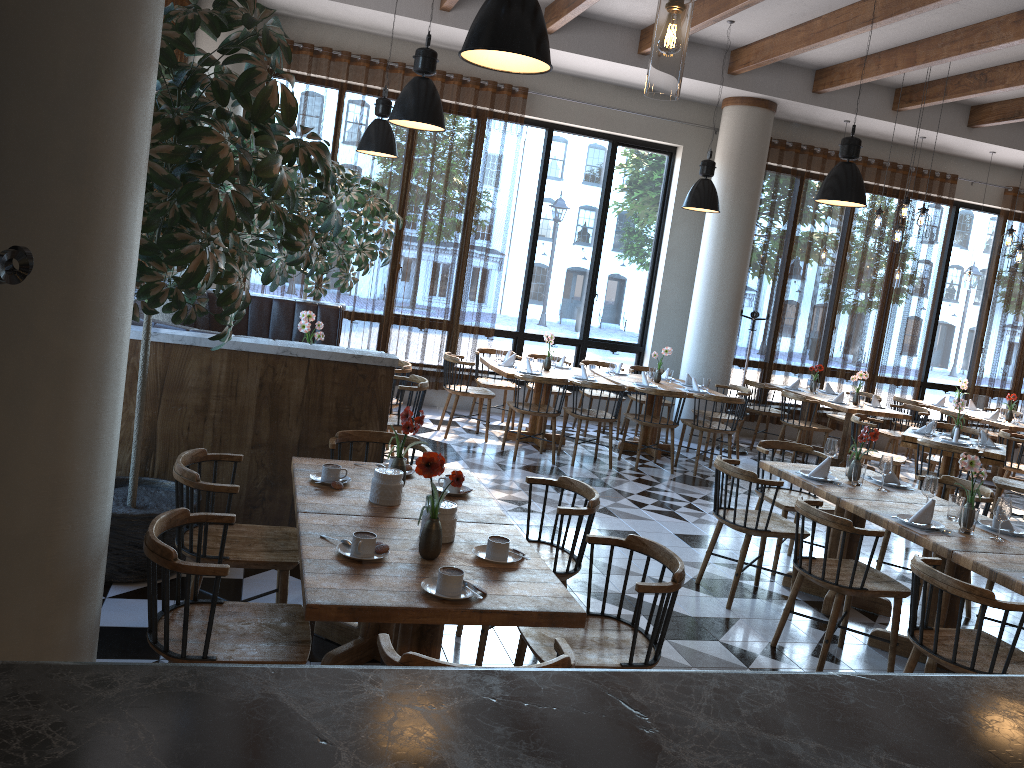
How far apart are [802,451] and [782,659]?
2.1 meters

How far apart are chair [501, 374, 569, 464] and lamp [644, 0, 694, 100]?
6.1 meters

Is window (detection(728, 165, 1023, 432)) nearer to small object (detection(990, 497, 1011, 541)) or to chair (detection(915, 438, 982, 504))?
chair (detection(915, 438, 982, 504))

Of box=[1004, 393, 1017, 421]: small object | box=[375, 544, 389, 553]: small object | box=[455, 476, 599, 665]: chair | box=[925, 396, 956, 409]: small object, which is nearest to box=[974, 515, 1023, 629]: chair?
box=[455, 476, 599, 665]: chair

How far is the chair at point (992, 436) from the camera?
11.6 meters

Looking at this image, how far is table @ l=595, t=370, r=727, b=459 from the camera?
9.2m

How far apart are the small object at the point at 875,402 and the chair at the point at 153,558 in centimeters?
864cm

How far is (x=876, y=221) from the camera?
9.0m

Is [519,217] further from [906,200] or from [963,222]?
Answer: [963,222]

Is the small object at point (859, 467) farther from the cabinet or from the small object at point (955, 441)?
the cabinet
